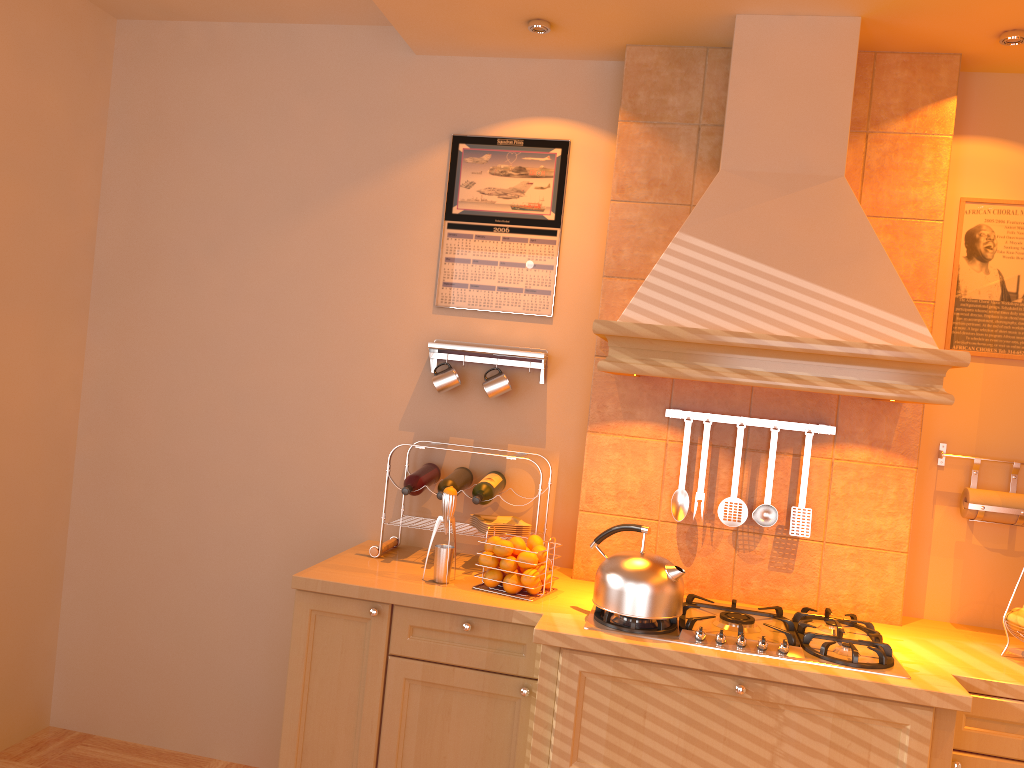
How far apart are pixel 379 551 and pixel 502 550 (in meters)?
0.50

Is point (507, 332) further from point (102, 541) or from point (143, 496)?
point (102, 541)

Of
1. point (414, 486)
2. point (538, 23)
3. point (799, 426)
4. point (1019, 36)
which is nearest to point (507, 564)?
point (414, 486)

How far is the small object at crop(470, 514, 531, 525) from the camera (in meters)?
2.88

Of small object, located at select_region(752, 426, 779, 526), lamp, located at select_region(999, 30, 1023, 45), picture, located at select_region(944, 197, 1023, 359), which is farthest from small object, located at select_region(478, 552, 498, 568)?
lamp, located at select_region(999, 30, 1023, 45)

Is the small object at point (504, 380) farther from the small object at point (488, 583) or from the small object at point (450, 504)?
the small object at point (488, 583)

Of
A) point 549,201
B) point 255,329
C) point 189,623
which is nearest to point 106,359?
point 255,329

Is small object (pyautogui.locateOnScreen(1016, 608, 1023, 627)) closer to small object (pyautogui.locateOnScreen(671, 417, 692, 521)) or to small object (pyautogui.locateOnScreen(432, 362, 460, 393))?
small object (pyautogui.locateOnScreen(671, 417, 692, 521))

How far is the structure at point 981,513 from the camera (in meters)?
2.65

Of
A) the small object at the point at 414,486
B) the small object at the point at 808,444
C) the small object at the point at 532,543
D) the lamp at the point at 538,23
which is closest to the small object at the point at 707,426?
the small object at the point at 808,444
